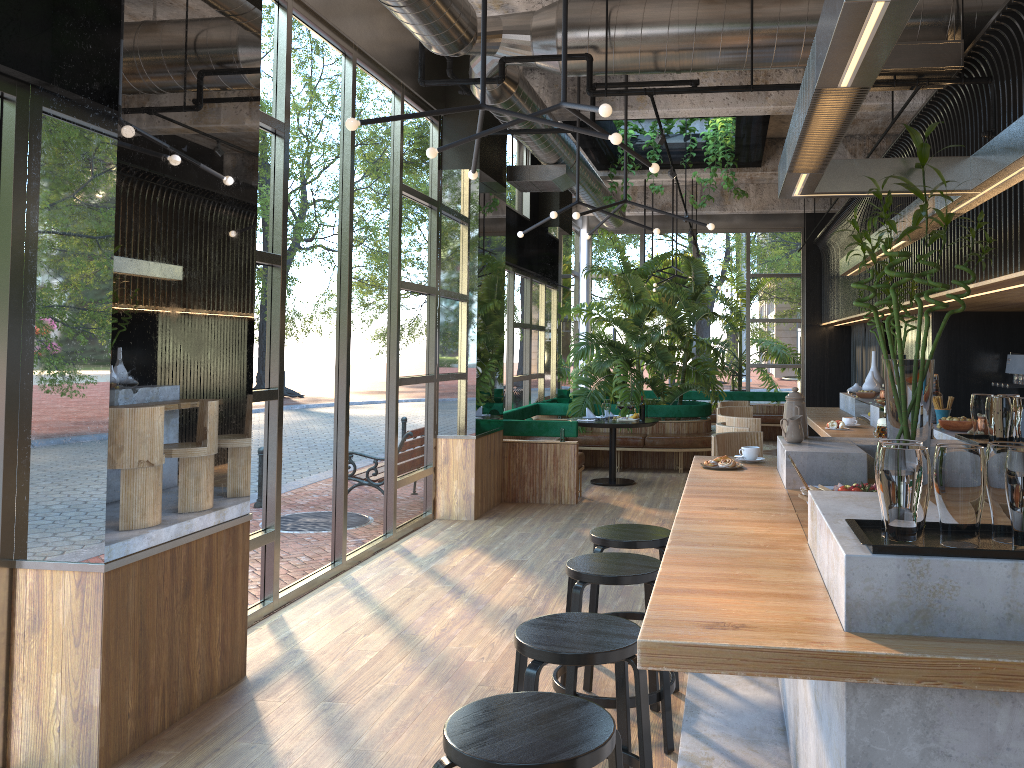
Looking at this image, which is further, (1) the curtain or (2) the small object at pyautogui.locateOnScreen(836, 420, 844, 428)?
(1) the curtain

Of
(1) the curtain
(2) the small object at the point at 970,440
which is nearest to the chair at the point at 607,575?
(2) the small object at the point at 970,440

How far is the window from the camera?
5.27m

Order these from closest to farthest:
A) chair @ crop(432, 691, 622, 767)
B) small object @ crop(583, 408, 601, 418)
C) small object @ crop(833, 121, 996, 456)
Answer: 1. chair @ crop(432, 691, 622, 767)
2. small object @ crop(833, 121, 996, 456)
3. small object @ crop(583, 408, 601, 418)

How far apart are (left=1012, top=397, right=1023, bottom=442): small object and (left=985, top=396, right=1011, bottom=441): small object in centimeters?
3cm

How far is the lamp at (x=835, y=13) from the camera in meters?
1.9 m

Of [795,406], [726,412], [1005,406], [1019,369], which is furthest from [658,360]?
[1005,406]

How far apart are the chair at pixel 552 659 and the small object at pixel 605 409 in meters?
7.3

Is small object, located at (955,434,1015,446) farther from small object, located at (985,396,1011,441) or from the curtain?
the curtain

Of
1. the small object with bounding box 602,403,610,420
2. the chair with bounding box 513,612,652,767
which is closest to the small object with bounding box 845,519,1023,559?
the chair with bounding box 513,612,652,767
